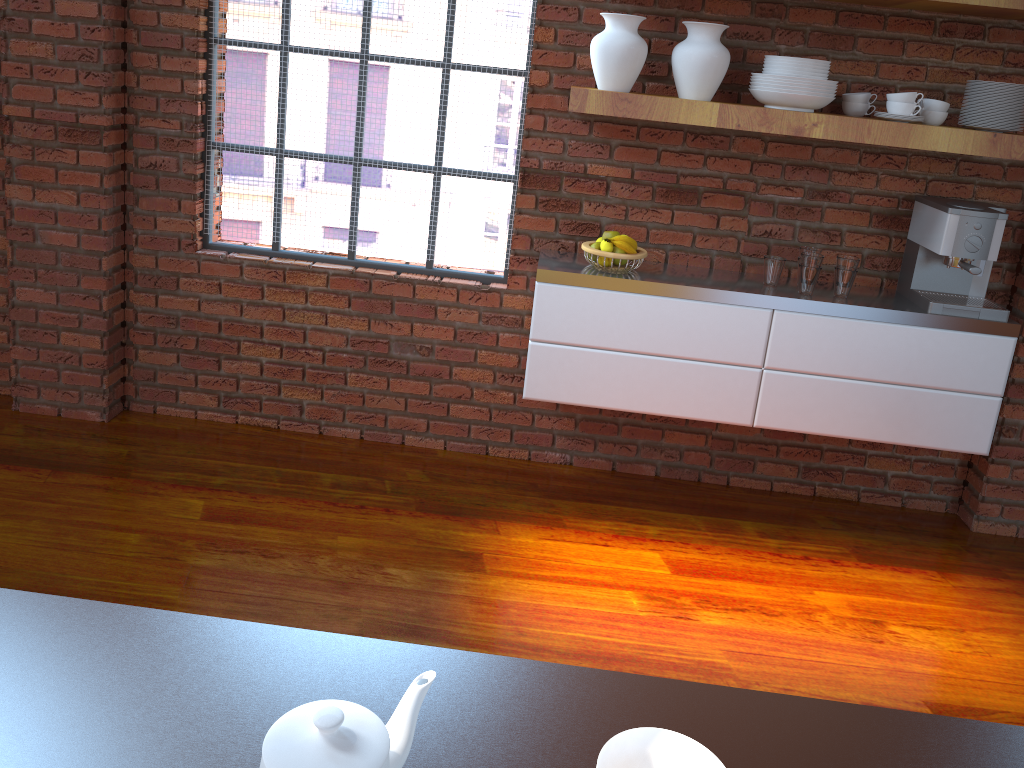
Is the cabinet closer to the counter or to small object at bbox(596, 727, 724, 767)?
the counter

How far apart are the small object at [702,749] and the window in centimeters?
266cm

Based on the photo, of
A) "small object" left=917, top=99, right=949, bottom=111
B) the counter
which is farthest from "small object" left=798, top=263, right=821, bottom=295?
the counter

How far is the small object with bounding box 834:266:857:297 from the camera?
3.0 meters

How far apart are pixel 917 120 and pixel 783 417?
1.05m

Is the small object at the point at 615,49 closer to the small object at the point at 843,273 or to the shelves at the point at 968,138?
the shelves at the point at 968,138

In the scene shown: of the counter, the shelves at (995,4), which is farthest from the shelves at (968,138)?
the counter

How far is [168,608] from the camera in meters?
2.5 m

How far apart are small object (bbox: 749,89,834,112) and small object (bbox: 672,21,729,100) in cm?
12

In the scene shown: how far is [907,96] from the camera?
2.8 meters
